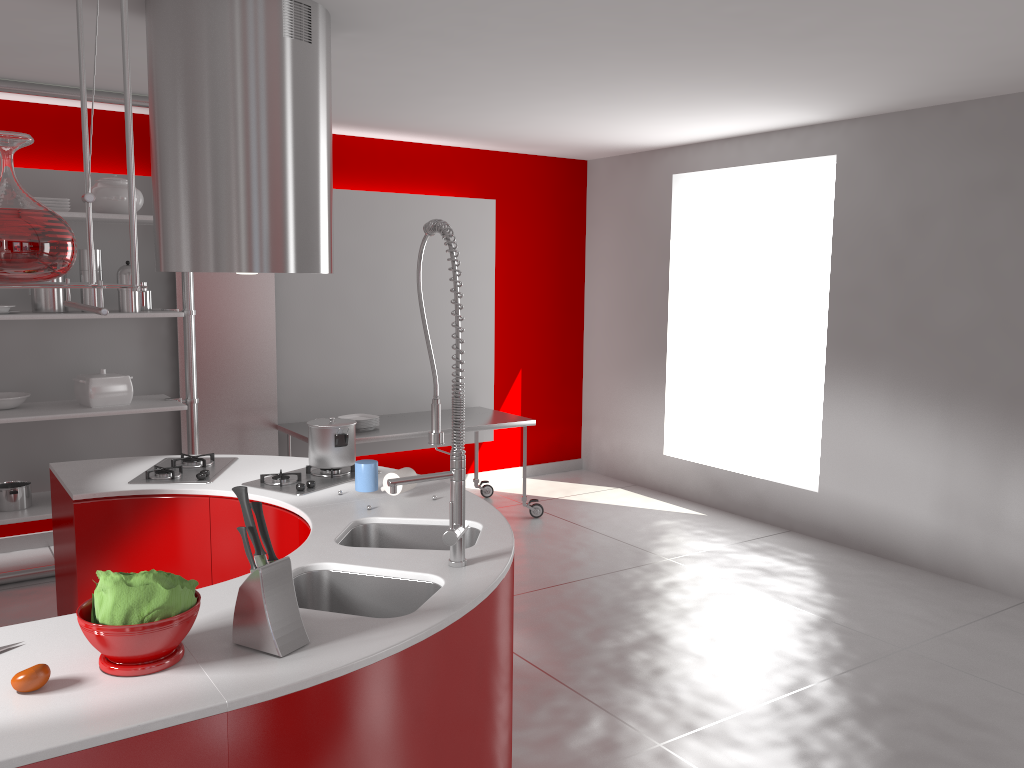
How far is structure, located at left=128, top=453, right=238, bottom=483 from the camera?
3.29m

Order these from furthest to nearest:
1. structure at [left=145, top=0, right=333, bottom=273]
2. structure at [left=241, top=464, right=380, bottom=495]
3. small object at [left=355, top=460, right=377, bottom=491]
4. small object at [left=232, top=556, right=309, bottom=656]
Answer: structure at [left=241, top=464, right=380, bottom=495] < small object at [left=355, top=460, right=377, bottom=491] < structure at [left=145, top=0, right=333, bottom=273] < small object at [left=232, top=556, right=309, bottom=656]

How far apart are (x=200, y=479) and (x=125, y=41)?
2.1 meters

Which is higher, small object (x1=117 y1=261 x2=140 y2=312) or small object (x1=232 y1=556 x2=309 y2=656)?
small object (x1=117 y1=261 x2=140 y2=312)

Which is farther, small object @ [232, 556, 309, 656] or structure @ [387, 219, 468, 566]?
structure @ [387, 219, 468, 566]

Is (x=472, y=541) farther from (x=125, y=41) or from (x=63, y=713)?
(x=125, y=41)

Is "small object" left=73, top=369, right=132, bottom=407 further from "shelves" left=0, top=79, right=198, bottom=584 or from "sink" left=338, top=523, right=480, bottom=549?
"sink" left=338, top=523, right=480, bottom=549

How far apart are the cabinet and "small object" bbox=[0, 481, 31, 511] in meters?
1.8

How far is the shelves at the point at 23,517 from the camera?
4.47m

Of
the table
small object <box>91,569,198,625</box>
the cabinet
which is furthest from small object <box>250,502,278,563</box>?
the table
